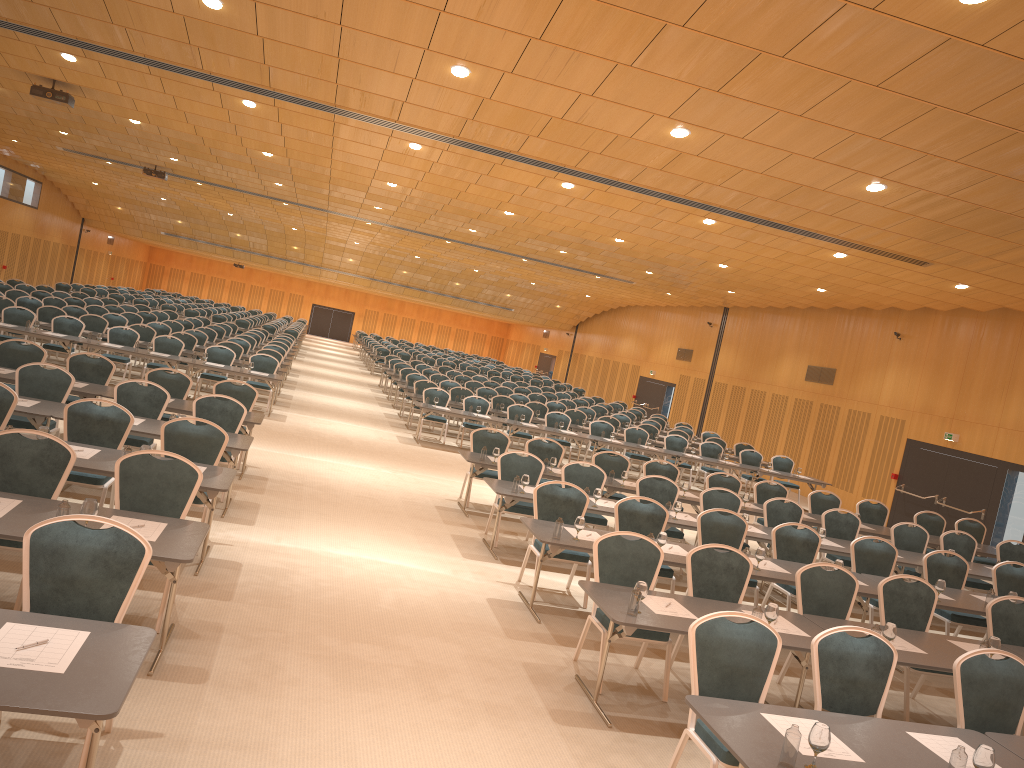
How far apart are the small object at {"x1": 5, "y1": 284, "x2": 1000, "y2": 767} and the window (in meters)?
8.79

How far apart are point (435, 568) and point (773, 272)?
12.9m

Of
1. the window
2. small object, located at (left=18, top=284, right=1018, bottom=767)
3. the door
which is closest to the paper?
small object, located at (left=18, top=284, right=1018, bottom=767)

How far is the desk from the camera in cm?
338

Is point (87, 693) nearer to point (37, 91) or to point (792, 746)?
point (792, 746)

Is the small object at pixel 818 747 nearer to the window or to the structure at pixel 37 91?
the window

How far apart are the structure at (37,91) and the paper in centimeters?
784cm

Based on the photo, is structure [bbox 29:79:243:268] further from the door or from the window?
the window

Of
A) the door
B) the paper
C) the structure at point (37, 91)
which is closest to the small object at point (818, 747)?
the paper

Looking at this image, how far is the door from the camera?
17.43m
